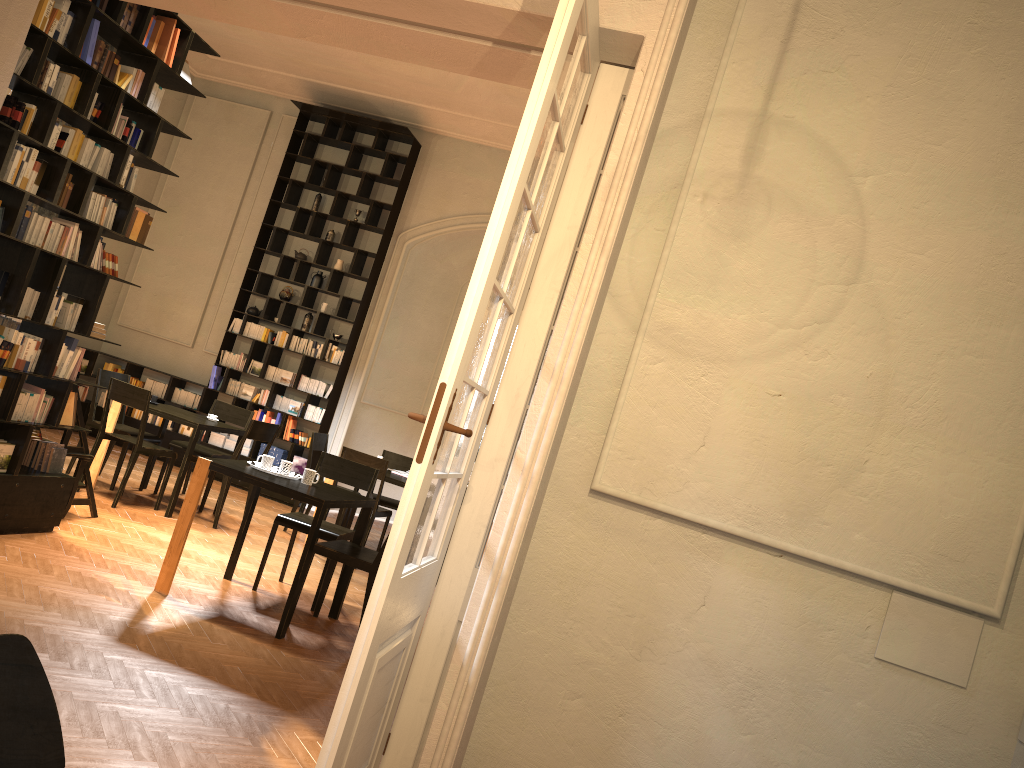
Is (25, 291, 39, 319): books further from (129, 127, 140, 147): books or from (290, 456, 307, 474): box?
(290, 456, 307, 474): box

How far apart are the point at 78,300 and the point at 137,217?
0.7m

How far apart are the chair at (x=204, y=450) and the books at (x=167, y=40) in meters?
4.2

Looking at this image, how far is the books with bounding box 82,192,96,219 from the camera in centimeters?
586cm

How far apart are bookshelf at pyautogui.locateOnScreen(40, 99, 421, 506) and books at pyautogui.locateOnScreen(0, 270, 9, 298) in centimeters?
583cm

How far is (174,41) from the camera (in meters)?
6.12

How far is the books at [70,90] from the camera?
5.5 meters

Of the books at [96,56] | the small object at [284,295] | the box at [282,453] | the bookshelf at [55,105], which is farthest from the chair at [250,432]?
the books at [96,56]

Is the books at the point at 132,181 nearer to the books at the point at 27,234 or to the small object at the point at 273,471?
the books at the point at 27,234

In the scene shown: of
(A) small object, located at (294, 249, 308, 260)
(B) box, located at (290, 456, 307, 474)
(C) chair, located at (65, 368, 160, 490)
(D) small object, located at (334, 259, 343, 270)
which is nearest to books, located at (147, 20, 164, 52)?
(C) chair, located at (65, 368, 160, 490)
